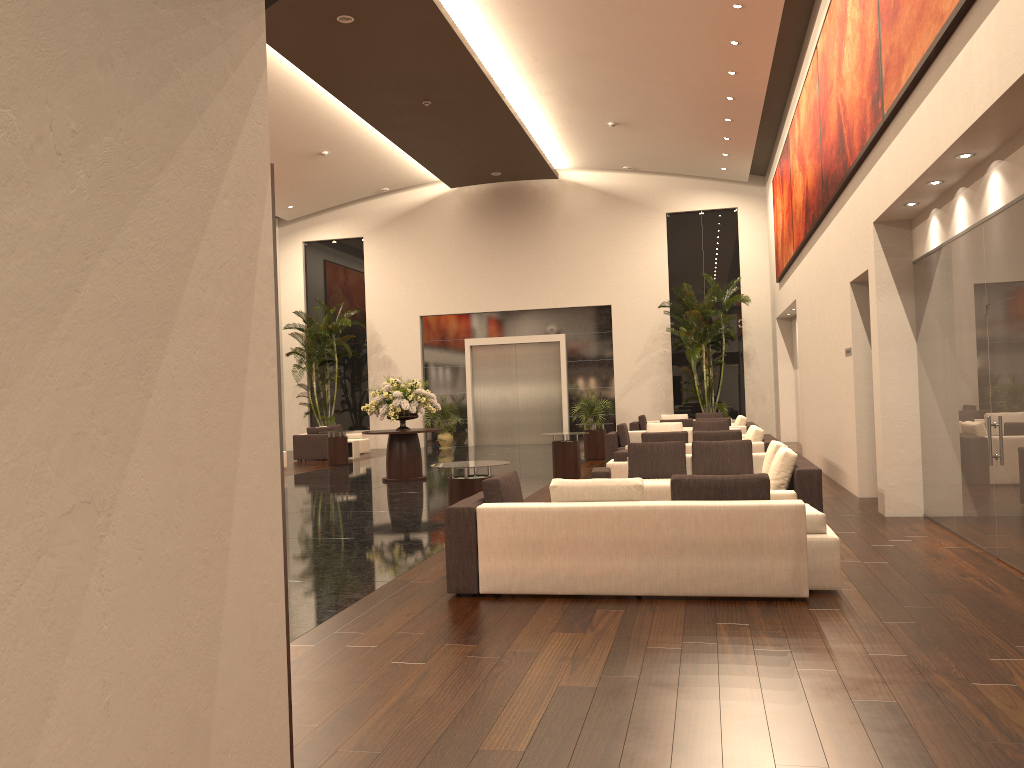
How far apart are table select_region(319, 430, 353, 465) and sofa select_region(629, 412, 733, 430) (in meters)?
7.28

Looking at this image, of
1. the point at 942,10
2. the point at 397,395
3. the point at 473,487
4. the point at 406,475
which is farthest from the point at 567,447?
the point at 942,10

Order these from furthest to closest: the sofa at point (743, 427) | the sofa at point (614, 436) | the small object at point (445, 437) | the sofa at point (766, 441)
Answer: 1. the small object at point (445, 437)
2. the sofa at point (743, 427)
3. the sofa at point (614, 436)
4. the sofa at point (766, 441)

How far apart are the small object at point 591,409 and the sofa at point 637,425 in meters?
2.4

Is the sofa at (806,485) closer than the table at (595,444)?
Yes

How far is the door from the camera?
26.5 meters

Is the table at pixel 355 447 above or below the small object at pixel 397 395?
below

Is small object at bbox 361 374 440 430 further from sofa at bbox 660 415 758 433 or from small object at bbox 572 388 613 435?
small object at bbox 572 388 613 435

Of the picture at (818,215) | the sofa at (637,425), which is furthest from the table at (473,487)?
the sofa at (637,425)

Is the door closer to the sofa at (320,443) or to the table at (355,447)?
the sofa at (320,443)
